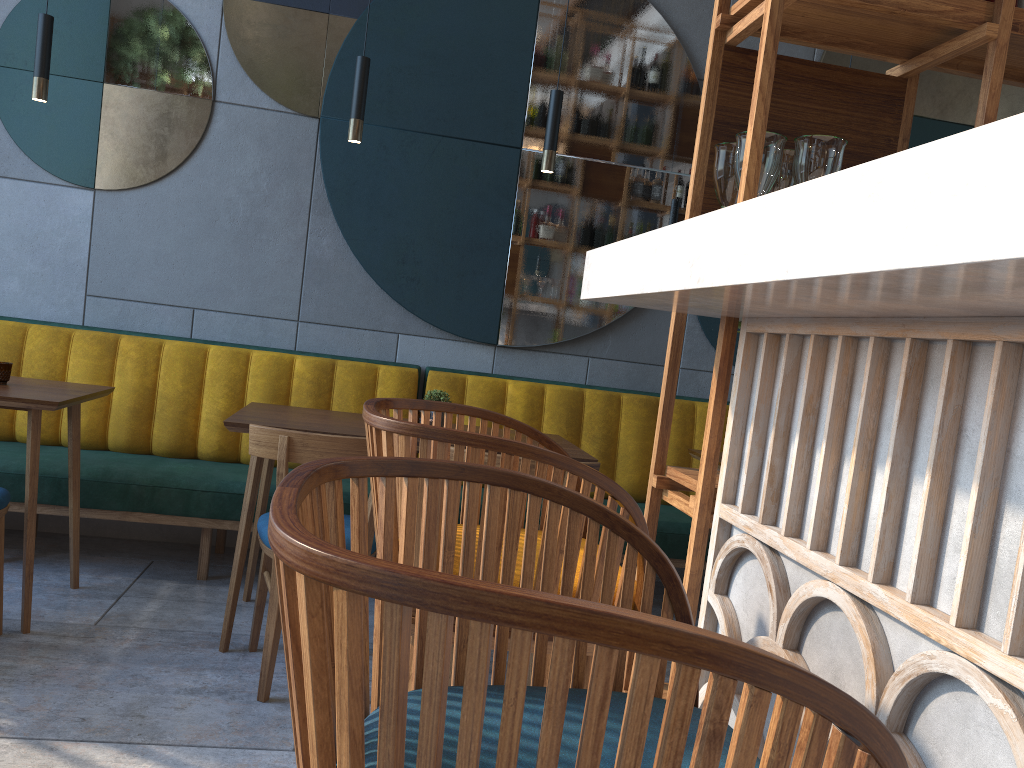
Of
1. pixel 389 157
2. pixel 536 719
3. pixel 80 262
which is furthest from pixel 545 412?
pixel 536 719

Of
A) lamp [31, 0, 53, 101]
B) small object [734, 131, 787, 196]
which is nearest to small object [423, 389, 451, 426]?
lamp [31, 0, 53, 101]

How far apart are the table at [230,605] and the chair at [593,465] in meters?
0.3 m

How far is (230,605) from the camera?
2.8m

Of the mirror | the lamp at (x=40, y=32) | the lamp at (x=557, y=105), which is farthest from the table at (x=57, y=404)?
the lamp at (x=557, y=105)

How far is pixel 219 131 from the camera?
3.9 meters

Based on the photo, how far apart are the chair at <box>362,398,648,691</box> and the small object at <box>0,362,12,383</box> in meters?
2.3 m

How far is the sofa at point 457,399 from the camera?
3.96m

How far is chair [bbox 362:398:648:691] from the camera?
1.0m

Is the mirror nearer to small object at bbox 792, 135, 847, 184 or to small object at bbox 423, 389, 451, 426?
small object at bbox 423, 389, 451, 426
